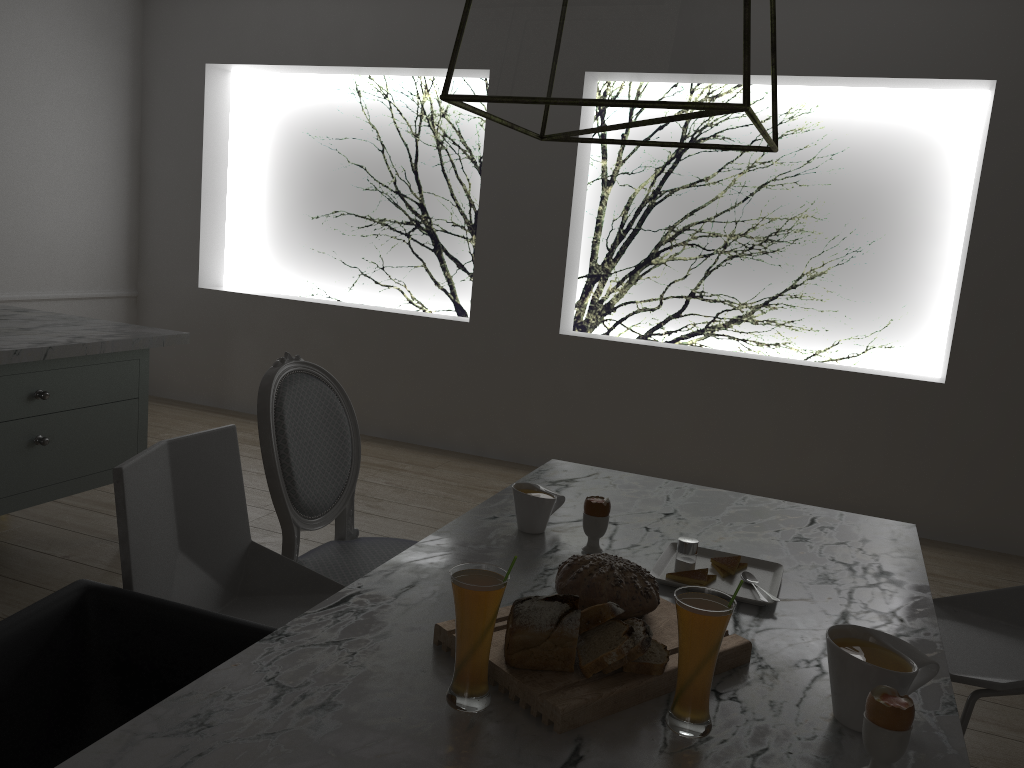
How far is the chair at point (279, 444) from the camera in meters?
1.9 m

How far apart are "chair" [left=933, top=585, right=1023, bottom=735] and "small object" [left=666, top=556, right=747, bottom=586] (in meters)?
0.45

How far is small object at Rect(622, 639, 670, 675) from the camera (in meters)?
1.11

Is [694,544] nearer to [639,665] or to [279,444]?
[639,665]

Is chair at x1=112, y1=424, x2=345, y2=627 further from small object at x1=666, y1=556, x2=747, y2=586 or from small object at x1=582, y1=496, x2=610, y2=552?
small object at x1=666, y1=556, x2=747, y2=586

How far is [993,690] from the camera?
1.62m

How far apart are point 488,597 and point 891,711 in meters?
0.4

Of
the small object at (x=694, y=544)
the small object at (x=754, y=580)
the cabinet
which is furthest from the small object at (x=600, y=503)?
the cabinet

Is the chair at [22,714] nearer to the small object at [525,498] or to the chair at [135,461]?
the chair at [135,461]

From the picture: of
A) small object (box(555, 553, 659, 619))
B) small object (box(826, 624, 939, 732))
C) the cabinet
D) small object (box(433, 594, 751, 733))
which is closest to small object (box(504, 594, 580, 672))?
small object (box(433, 594, 751, 733))
